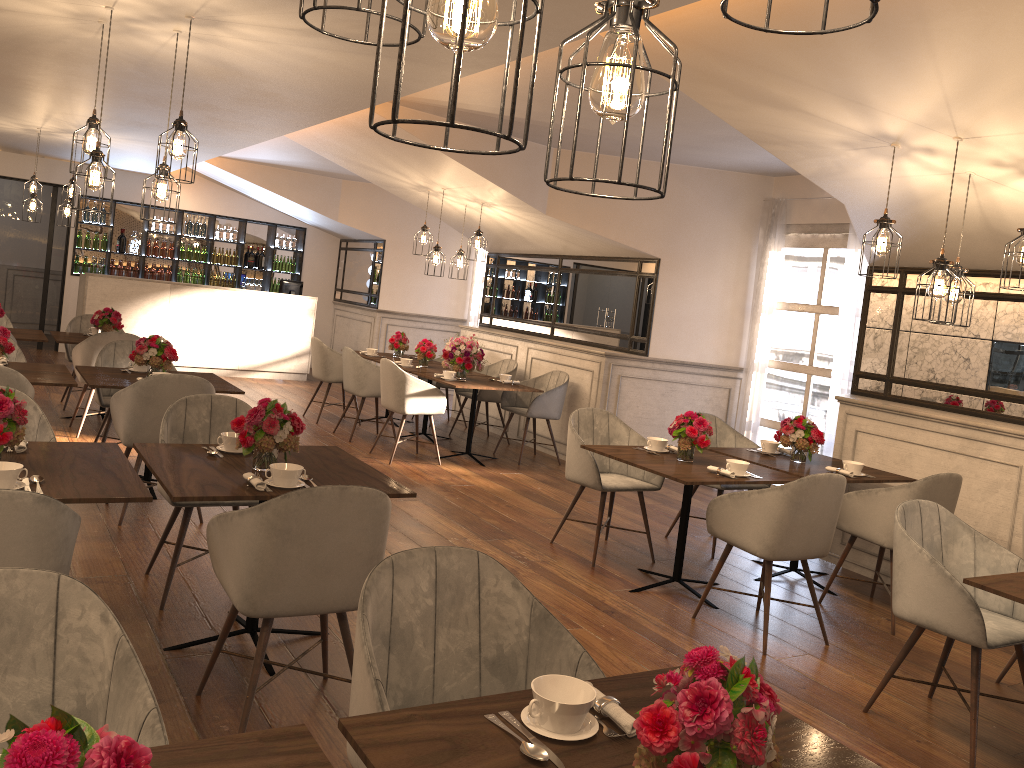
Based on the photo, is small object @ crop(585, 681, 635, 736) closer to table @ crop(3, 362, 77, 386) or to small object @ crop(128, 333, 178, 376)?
table @ crop(3, 362, 77, 386)

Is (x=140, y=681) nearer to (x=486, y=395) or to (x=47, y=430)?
(x=47, y=430)

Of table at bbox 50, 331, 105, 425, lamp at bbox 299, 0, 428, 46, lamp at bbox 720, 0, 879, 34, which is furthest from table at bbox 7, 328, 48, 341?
lamp at bbox 720, 0, 879, 34

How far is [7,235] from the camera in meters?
12.1

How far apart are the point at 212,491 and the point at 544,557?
2.6m

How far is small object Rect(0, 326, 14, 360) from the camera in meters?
5.2

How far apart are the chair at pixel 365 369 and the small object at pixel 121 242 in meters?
6.2

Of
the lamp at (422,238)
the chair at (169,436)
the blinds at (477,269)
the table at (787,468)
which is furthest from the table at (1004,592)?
the blinds at (477,269)

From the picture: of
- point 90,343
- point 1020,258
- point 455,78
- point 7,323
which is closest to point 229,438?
point 455,78

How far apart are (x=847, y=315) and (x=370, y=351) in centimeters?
479cm
